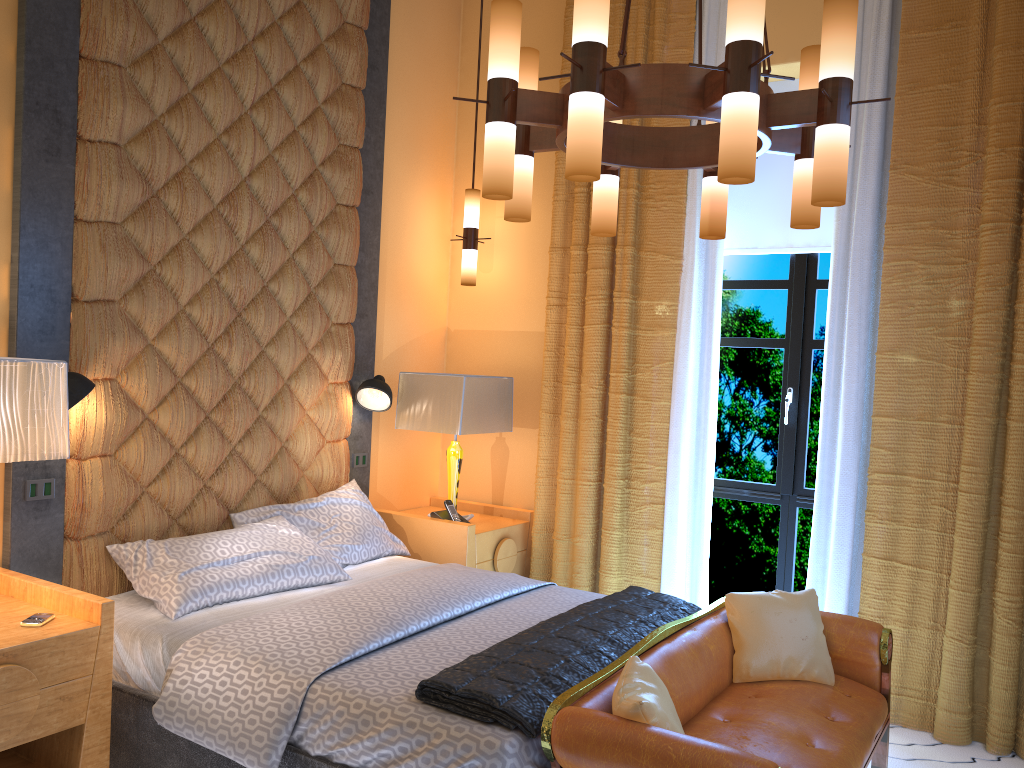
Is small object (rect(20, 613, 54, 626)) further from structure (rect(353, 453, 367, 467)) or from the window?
the window

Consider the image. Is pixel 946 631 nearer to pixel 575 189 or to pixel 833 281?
pixel 833 281

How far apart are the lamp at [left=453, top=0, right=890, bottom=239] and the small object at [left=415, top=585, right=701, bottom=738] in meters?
1.3

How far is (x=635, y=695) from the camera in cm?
227

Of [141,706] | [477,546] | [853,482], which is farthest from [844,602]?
[141,706]

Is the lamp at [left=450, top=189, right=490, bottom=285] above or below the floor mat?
above

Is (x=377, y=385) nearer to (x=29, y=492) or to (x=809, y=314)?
(x=29, y=492)

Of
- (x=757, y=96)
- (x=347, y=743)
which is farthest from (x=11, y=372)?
(x=757, y=96)

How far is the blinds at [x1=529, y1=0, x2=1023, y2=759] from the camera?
3.6 meters

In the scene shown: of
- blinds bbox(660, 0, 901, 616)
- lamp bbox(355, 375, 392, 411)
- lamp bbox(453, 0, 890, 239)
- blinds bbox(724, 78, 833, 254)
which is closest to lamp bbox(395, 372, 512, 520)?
lamp bbox(355, 375, 392, 411)
